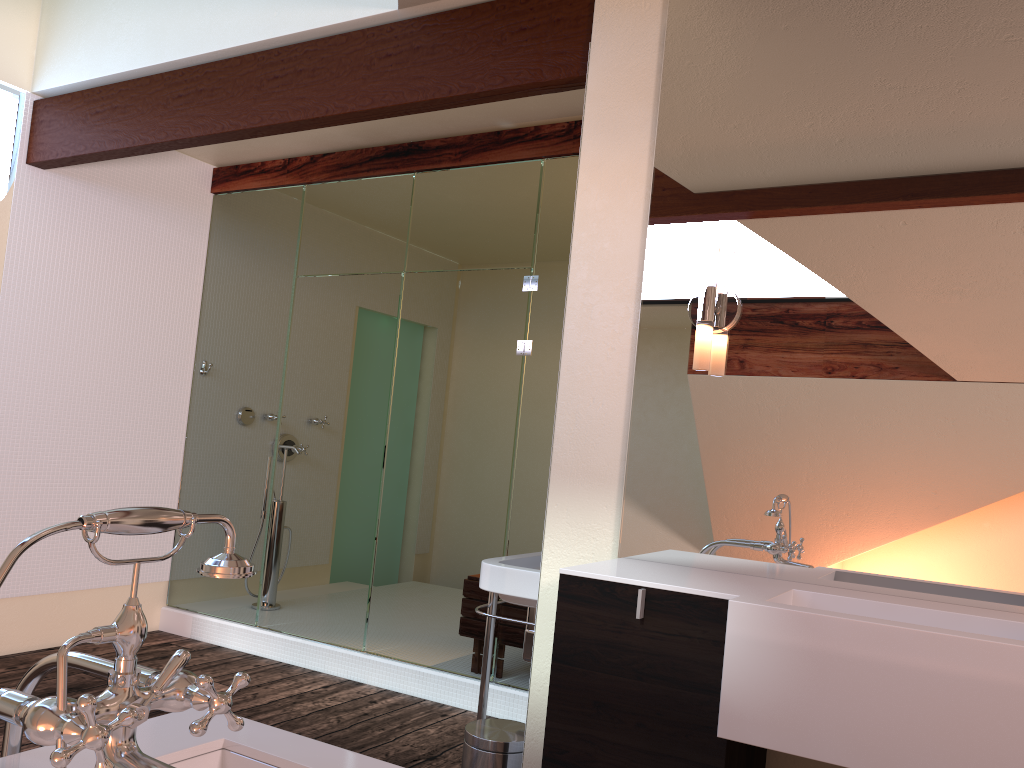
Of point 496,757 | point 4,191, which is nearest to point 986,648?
point 496,757

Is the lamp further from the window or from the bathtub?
the window

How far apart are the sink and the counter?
0.46m

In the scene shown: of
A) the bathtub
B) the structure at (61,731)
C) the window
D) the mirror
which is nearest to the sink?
the mirror

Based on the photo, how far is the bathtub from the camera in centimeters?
122cm

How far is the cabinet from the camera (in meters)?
1.83

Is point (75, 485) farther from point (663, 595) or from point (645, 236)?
point (663, 595)

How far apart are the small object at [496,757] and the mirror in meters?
0.7 m

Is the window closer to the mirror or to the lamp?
the mirror

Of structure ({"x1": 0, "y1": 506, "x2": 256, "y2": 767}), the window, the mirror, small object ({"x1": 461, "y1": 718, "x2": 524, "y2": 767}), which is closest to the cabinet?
the mirror
